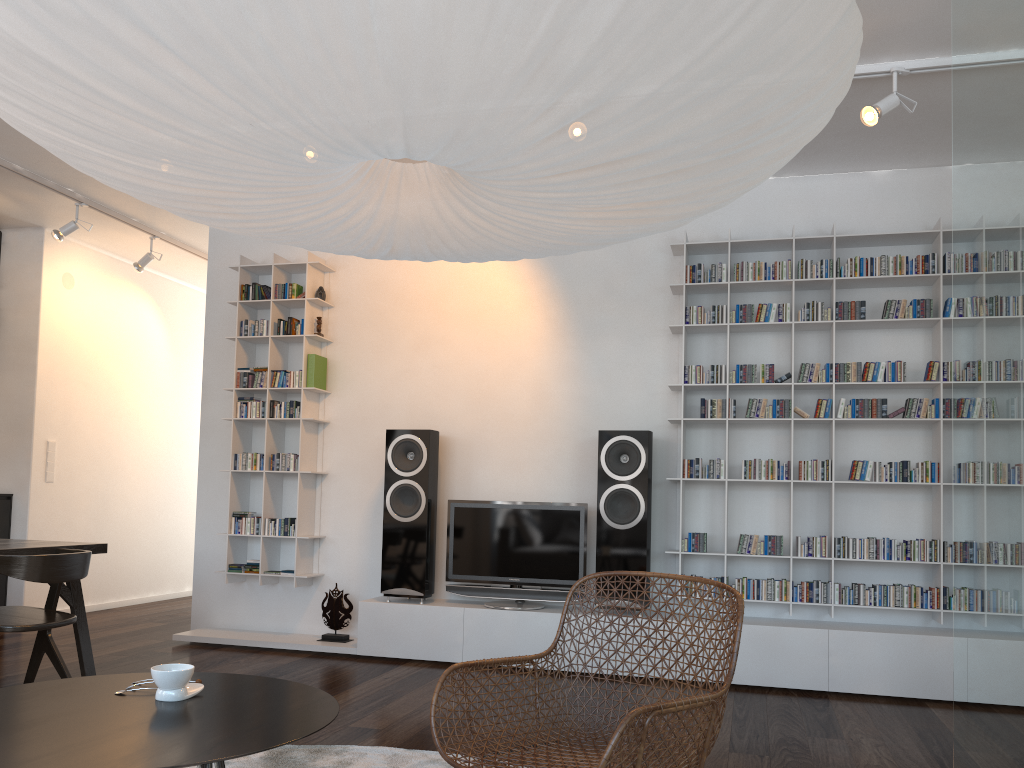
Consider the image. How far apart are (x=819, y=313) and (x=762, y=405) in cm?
58

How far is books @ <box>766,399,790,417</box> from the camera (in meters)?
4.70

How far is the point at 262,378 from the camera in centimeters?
554cm

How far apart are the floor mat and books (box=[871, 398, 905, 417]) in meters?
2.8

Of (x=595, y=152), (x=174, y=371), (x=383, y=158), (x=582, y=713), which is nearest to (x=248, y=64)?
(x=383, y=158)

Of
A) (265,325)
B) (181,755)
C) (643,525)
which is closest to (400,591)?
(643,525)

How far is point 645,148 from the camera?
1.34m

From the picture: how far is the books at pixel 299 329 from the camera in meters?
5.5 m

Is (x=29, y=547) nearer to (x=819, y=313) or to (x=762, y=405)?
(x=762, y=405)

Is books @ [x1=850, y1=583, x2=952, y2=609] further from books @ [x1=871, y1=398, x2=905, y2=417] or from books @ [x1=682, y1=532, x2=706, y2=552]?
books @ [x1=871, y1=398, x2=905, y2=417]
